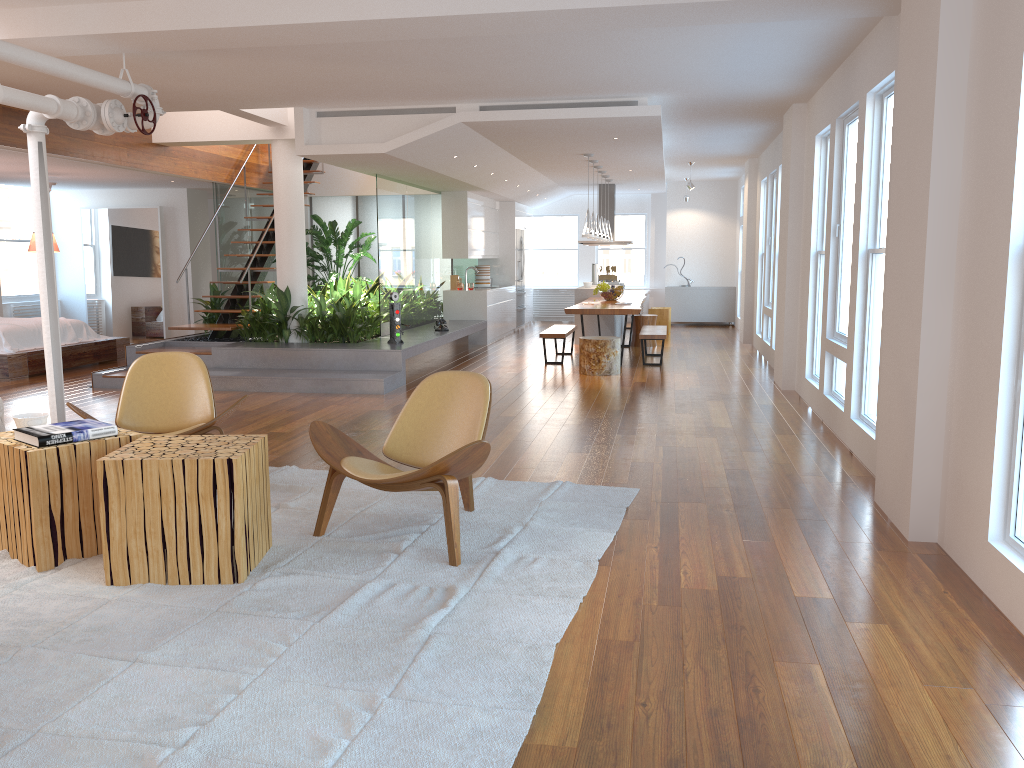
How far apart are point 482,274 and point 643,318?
3.30m

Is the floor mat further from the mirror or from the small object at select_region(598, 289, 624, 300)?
the mirror

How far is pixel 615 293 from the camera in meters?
12.0 m

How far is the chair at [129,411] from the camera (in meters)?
5.16

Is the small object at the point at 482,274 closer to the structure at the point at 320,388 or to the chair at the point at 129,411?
the structure at the point at 320,388

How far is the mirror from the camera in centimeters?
1340cm

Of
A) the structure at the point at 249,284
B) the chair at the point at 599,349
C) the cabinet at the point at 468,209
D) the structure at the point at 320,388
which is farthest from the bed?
the chair at the point at 599,349

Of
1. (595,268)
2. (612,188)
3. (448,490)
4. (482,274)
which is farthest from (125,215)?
(448,490)

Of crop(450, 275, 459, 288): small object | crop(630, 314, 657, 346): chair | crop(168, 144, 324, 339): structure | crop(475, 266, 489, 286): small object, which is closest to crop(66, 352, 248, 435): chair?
crop(168, 144, 324, 339): structure

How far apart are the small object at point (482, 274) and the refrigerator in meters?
1.0 m
